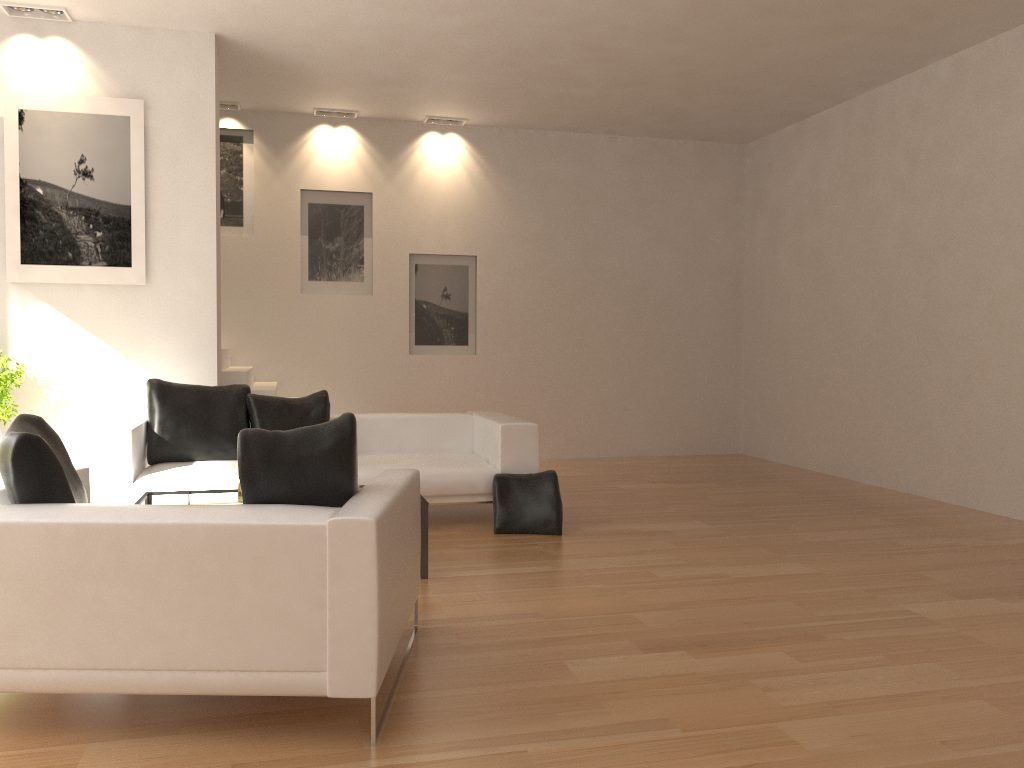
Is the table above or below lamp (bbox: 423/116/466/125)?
below

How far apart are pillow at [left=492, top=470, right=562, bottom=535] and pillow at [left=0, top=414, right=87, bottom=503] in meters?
3.0 m

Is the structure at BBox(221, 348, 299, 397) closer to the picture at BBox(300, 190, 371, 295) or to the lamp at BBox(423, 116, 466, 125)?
the picture at BBox(300, 190, 371, 295)

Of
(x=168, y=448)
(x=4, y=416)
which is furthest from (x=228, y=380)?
(x=4, y=416)

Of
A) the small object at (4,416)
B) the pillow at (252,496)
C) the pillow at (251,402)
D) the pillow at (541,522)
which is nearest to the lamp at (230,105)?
the small object at (4,416)

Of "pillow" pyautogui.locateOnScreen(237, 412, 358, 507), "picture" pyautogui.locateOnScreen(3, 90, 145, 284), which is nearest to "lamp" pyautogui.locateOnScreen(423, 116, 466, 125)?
"picture" pyautogui.locateOnScreen(3, 90, 145, 284)

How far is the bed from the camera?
5.7m

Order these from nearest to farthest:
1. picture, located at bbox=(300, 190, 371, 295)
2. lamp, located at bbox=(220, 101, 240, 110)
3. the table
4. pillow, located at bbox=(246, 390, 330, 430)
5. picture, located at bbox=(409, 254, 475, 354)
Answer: the table, pillow, located at bbox=(246, 390, 330, 430), lamp, located at bbox=(220, 101, 240, 110), picture, located at bbox=(300, 190, 371, 295), picture, located at bbox=(409, 254, 475, 354)

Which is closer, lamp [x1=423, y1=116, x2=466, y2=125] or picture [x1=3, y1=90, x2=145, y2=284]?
picture [x1=3, y1=90, x2=145, y2=284]

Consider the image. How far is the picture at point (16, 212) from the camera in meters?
6.7
